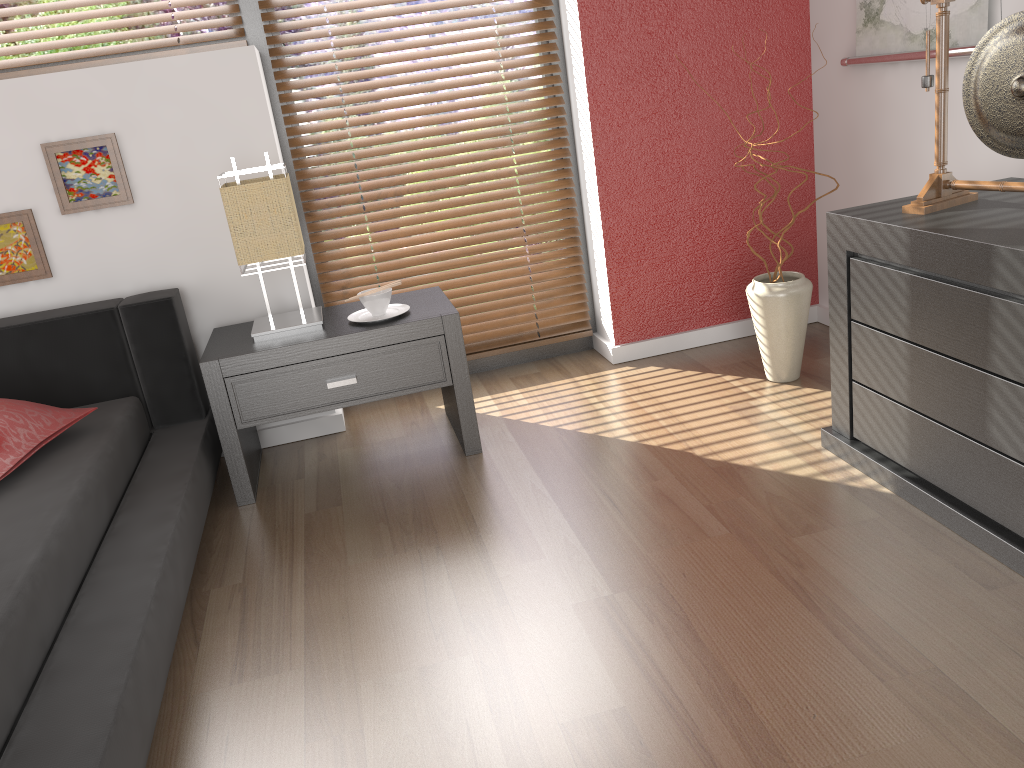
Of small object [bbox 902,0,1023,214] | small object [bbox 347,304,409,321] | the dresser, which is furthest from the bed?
small object [bbox 902,0,1023,214]

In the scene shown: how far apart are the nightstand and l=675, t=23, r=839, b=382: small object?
0.9 meters

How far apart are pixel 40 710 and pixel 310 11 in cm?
220

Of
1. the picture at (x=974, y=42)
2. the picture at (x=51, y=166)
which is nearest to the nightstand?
the picture at (x=51, y=166)

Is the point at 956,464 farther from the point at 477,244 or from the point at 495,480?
the point at 477,244

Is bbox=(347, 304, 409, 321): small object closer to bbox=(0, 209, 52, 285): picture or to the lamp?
the lamp

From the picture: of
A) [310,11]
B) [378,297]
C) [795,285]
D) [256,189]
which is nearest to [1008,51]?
[795,285]

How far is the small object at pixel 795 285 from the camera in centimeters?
262cm

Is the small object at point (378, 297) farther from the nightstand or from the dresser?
the dresser

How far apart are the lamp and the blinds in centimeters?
40cm
